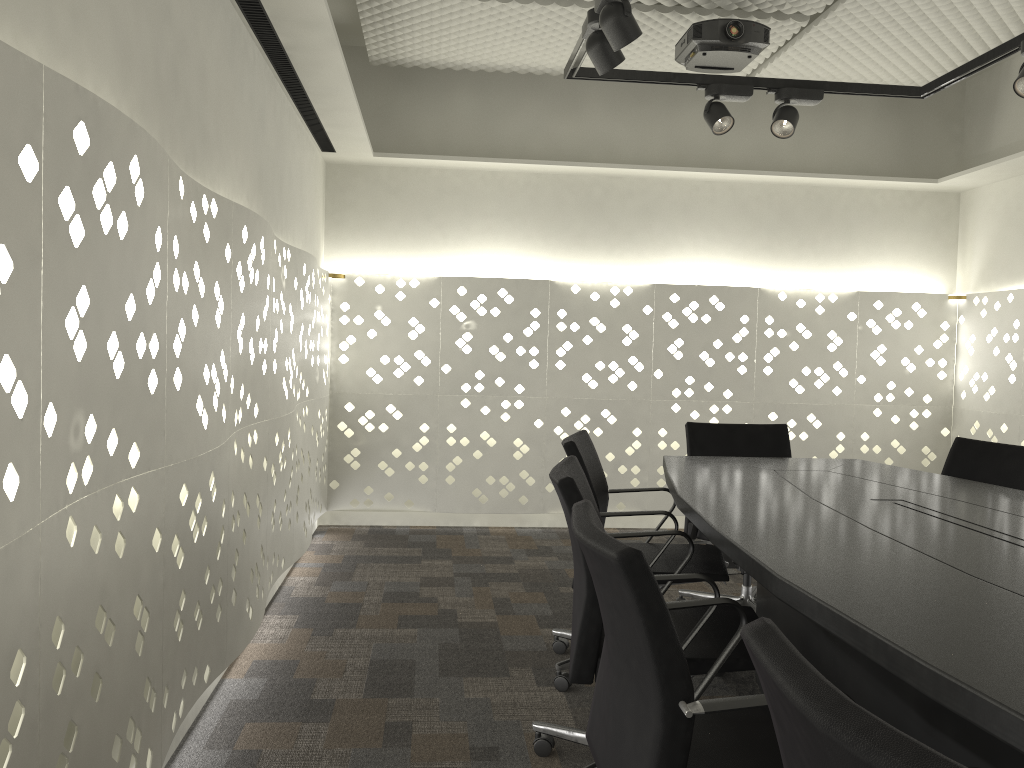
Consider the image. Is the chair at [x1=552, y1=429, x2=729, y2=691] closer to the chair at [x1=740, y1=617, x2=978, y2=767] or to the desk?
the desk

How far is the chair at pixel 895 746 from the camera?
0.6m

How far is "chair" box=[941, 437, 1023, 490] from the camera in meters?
2.9 m

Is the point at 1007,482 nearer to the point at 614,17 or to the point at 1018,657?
the point at 614,17

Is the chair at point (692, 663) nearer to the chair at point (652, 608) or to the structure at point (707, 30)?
the chair at point (652, 608)

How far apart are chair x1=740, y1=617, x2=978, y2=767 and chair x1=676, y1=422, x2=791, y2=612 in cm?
238

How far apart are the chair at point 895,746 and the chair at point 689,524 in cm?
238

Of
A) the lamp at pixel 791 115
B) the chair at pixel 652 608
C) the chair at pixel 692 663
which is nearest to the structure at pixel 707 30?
the lamp at pixel 791 115

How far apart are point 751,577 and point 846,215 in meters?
2.7 m

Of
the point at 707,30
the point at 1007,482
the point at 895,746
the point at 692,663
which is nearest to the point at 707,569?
Answer: the point at 692,663
